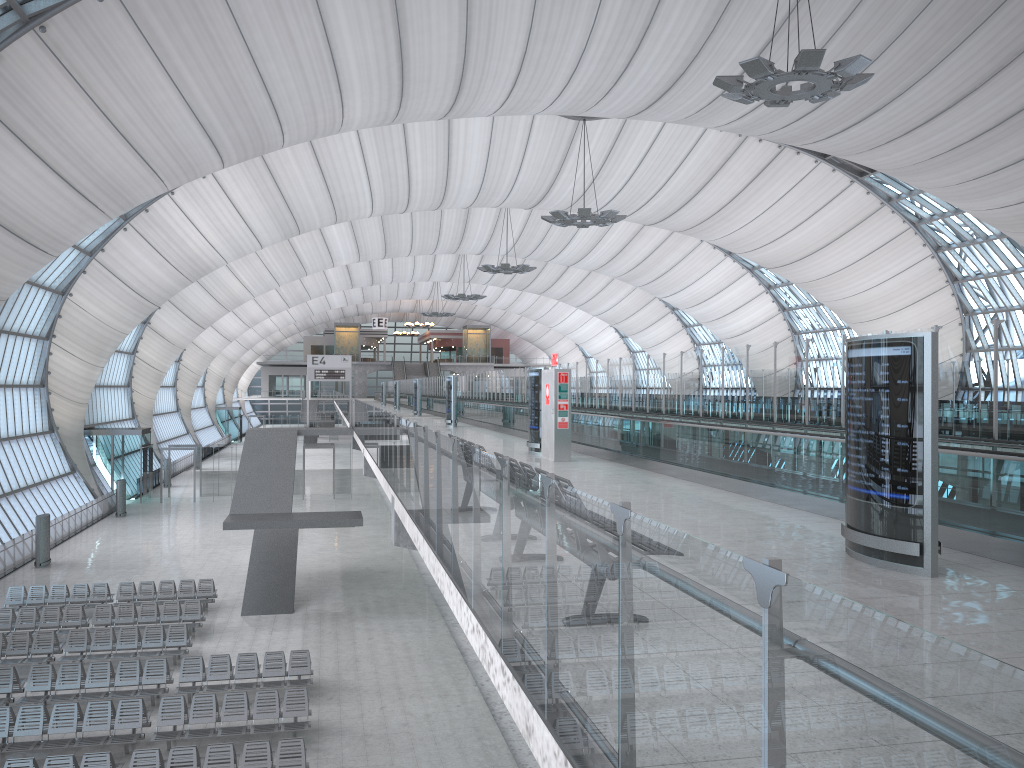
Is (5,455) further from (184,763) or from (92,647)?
(184,763)

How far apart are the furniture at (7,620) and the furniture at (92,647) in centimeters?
142cm

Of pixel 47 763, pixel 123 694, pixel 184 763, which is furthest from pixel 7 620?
pixel 184 763

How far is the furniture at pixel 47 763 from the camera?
13.2m

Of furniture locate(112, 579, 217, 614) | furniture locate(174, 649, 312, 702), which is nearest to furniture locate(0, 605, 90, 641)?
furniture locate(112, 579, 217, 614)

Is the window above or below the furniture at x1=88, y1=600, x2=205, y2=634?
above

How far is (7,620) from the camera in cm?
2194

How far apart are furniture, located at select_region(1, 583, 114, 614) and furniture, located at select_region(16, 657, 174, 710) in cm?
644

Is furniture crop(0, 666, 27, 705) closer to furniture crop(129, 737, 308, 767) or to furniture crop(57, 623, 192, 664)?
furniture crop(57, 623, 192, 664)

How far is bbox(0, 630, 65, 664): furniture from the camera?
19.8m
